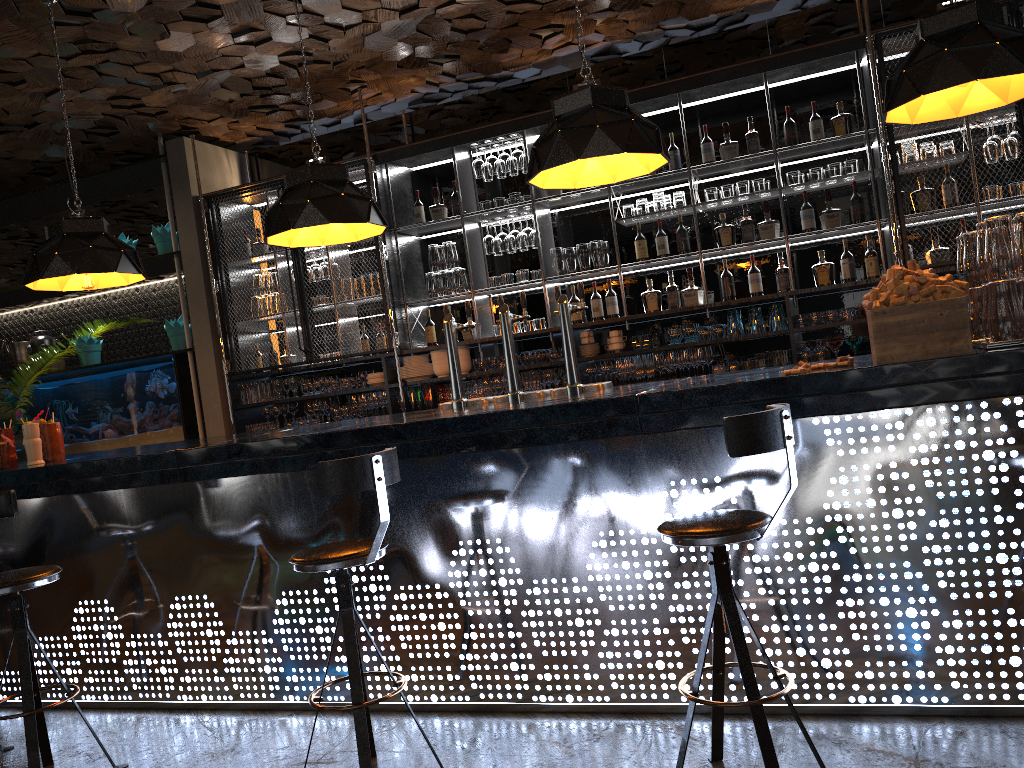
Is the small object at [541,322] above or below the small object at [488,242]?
below

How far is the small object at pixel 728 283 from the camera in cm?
604

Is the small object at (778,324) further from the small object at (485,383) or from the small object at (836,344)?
the small object at (485,383)

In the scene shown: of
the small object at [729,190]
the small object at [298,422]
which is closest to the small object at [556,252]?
the small object at [729,190]

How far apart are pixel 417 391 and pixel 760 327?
2.57m

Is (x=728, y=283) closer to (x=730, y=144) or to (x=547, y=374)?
(x=730, y=144)

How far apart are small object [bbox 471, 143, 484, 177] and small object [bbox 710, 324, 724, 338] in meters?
2.1 m

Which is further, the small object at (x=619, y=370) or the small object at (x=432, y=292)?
the small object at (x=432, y=292)

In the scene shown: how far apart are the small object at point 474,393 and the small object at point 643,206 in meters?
1.7 m

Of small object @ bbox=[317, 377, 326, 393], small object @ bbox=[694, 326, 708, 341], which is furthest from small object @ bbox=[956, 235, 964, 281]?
small object @ bbox=[317, 377, 326, 393]
